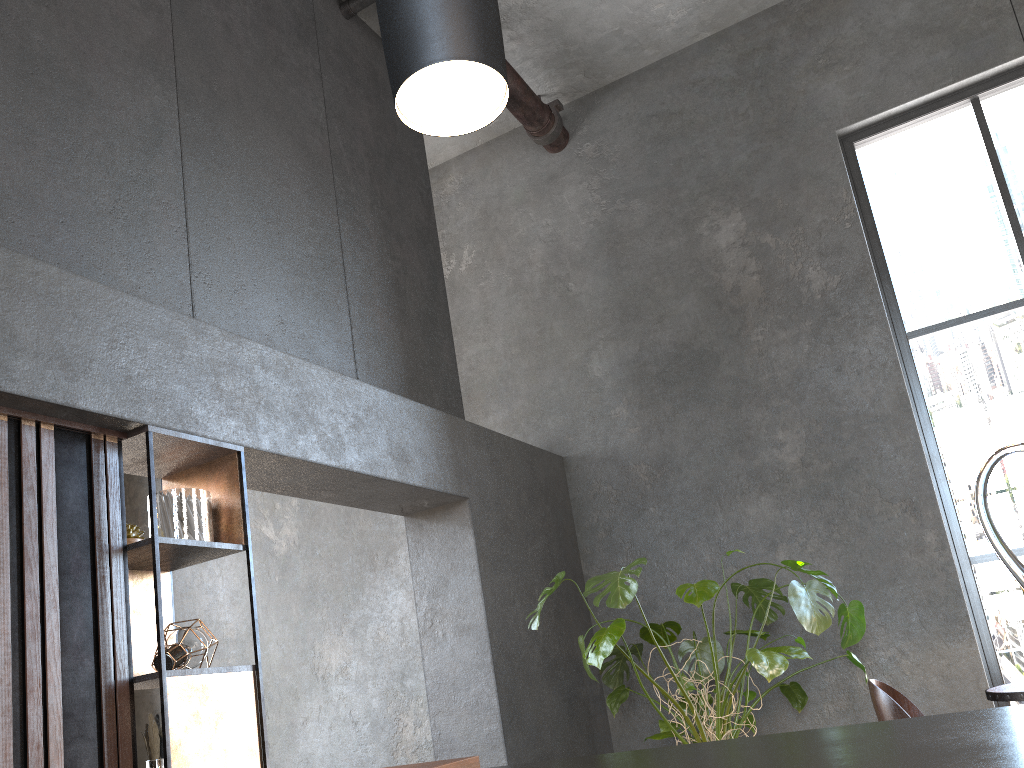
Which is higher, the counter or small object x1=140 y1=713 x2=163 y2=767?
small object x1=140 y1=713 x2=163 y2=767

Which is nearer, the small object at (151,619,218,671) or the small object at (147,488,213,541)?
the small object at (151,619,218,671)

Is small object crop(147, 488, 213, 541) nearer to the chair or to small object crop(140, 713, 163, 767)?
small object crop(140, 713, 163, 767)

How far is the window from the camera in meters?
4.7 m

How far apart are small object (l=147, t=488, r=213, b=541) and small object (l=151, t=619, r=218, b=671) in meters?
0.3

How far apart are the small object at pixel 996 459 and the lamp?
0.7m

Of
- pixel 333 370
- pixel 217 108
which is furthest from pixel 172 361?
pixel 217 108

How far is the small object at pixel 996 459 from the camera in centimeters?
68cm

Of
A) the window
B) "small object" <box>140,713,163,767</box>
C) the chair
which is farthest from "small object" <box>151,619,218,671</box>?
the window

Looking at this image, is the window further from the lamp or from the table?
the lamp
